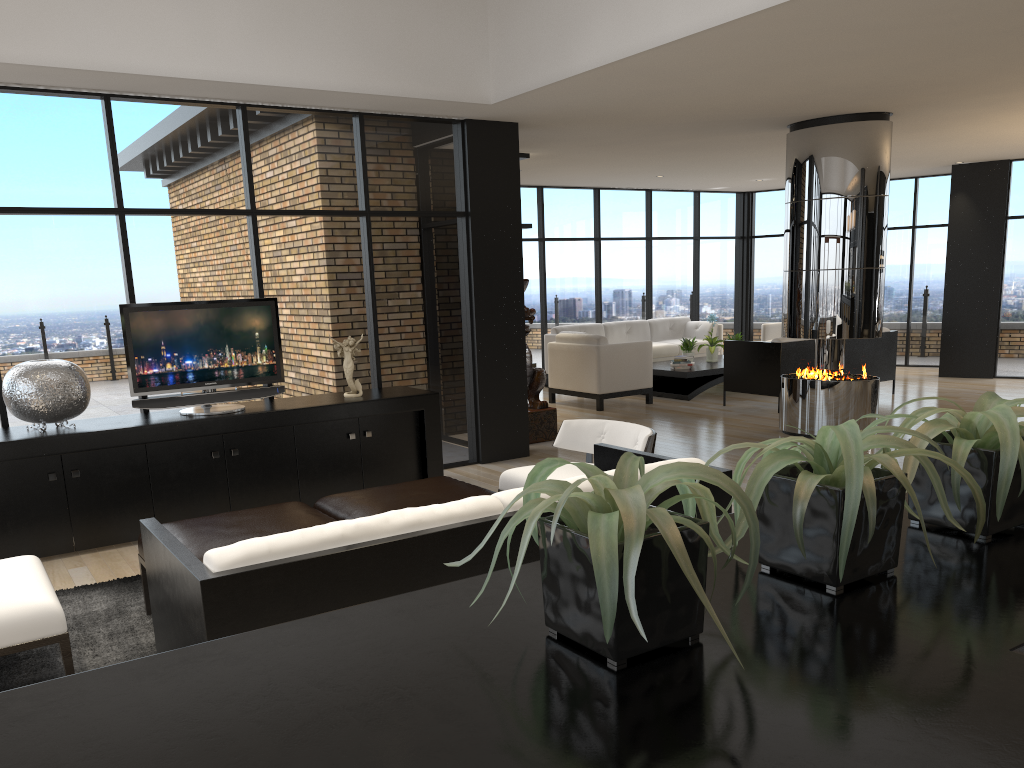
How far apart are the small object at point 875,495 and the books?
9.6m

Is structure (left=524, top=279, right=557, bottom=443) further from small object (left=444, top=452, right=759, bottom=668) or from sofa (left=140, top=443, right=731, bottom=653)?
small object (left=444, top=452, right=759, bottom=668)

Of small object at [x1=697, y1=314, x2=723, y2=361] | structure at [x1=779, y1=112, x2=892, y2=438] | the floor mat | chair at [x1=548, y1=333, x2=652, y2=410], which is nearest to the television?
the floor mat

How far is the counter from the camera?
0.82m

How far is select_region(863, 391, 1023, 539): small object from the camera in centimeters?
134cm

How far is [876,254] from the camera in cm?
759

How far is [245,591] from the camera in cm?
240

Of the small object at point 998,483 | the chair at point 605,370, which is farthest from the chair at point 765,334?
the small object at point 998,483

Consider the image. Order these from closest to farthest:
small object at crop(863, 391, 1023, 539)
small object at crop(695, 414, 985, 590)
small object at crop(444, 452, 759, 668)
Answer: small object at crop(444, 452, 759, 668) < small object at crop(695, 414, 985, 590) < small object at crop(863, 391, 1023, 539)

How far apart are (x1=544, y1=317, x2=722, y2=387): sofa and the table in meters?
0.7 m
